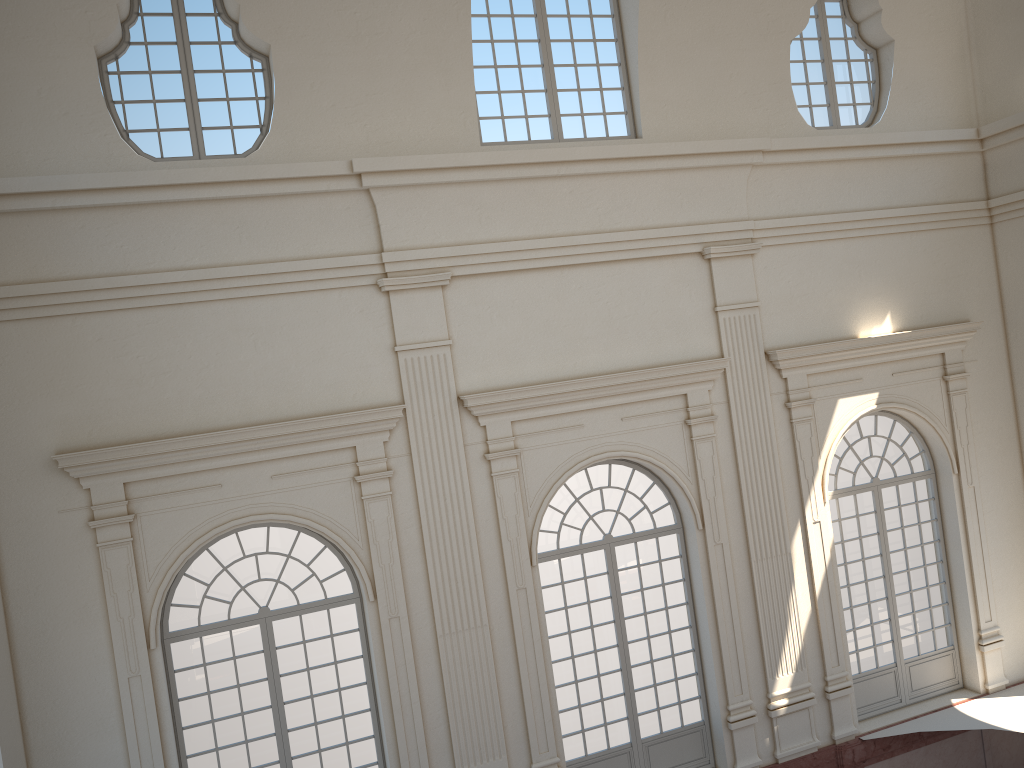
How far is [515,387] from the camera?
10.61m

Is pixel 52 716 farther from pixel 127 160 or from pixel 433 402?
pixel 127 160
